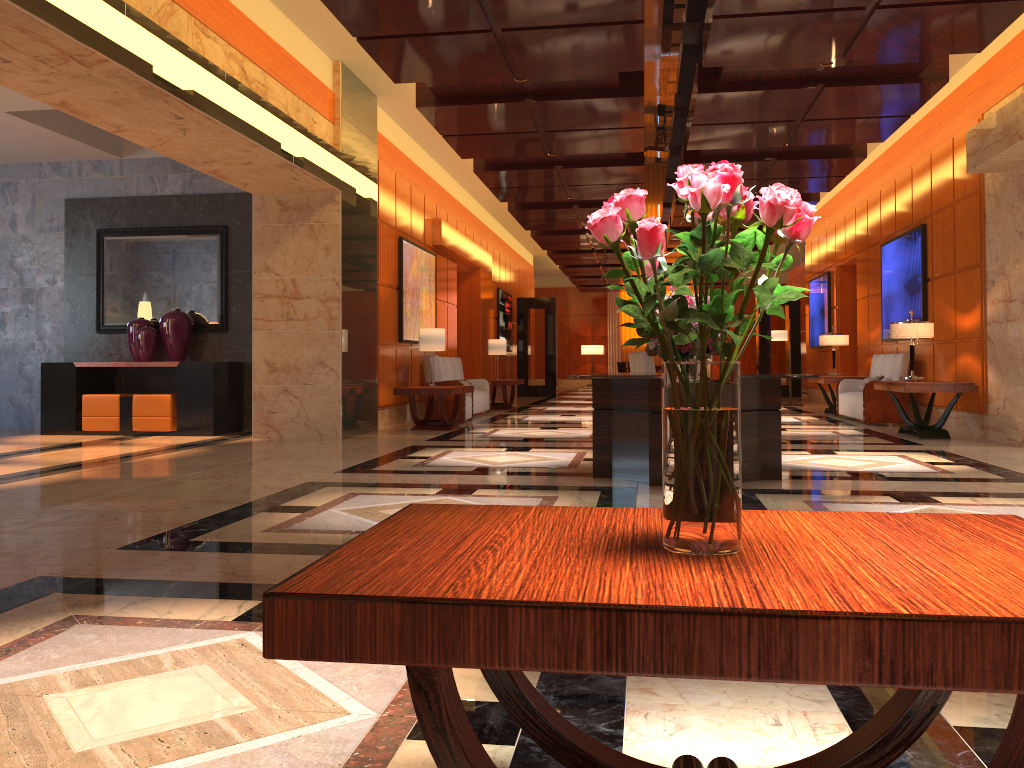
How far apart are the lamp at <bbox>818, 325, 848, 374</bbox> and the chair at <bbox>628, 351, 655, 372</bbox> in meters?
4.7

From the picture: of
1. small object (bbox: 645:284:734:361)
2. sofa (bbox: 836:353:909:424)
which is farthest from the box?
sofa (bbox: 836:353:909:424)

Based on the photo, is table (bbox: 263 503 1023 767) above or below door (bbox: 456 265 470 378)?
below

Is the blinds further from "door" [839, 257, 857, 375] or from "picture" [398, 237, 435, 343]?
"picture" [398, 237, 435, 343]

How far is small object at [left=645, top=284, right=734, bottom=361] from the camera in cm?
634

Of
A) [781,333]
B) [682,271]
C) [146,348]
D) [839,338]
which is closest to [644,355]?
[839,338]

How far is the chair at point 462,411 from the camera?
12.1m

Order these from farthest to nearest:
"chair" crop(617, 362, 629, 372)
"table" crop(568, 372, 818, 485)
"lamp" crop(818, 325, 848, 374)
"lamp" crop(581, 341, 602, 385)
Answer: "lamp" crop(581, 341, 602, 385) < "chair" crop(617, 362, 629, 372) < "lamp" crop(818, 325, 848, 374) < "table" crop(568, 372, 818, 485)

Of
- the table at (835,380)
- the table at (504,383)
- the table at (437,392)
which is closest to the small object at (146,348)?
the table at (437,392)

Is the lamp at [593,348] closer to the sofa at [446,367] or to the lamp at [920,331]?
the sofa at [446,367]
